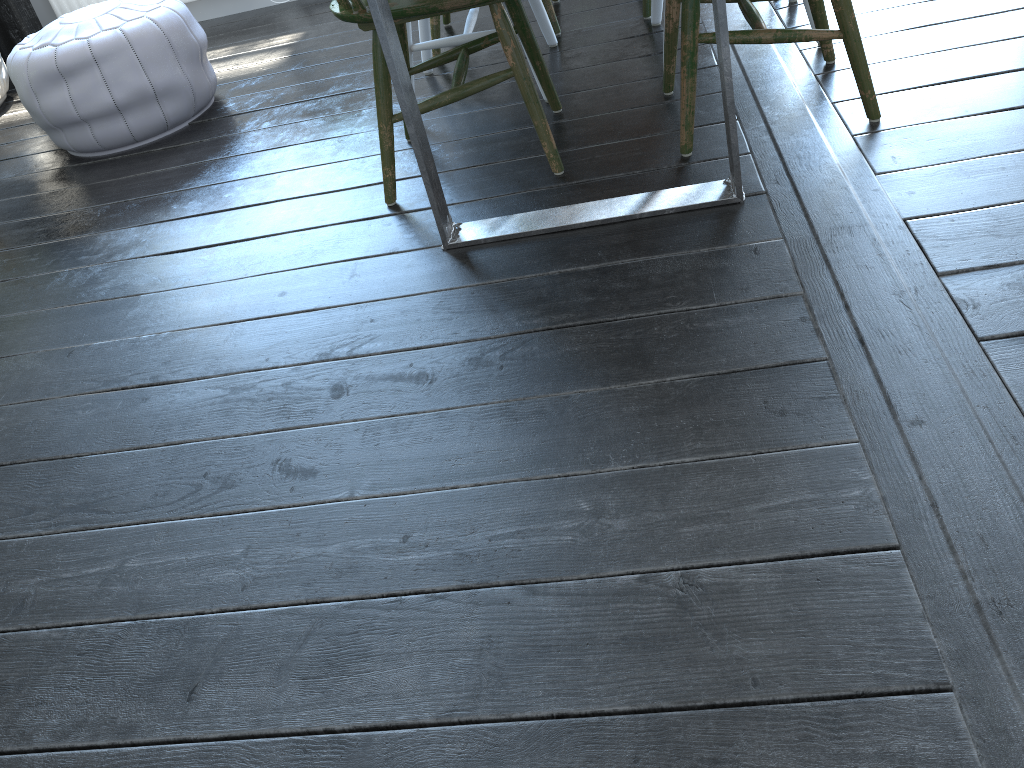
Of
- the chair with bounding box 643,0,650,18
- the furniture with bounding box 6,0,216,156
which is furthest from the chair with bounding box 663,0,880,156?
the furniture with bounding box 6,0,216,156

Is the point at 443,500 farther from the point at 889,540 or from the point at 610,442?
the point at 889,540

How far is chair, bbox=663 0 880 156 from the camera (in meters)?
1.73

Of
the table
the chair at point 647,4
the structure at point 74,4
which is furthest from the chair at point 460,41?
the structure at point 74,4

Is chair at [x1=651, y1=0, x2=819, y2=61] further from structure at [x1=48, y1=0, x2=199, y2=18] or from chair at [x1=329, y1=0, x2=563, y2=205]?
structure at [x1=48, y1=0, x2=199, y2=18]

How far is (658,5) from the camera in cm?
253

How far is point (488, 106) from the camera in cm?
237

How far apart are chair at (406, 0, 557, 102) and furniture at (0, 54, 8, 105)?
1.94m

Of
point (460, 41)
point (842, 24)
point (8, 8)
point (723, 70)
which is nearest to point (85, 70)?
point (460, 41)

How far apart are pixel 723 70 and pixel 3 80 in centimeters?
313cm
